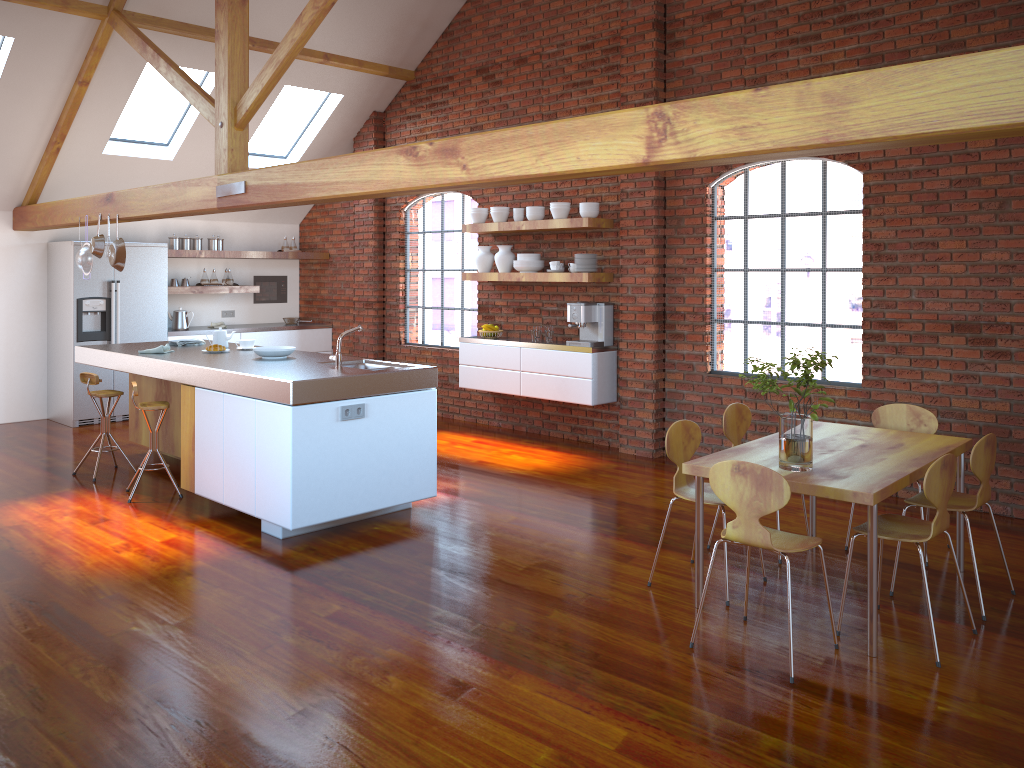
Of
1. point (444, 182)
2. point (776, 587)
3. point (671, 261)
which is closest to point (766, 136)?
point (444, 182)

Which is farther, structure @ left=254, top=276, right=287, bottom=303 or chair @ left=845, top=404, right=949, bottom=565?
structure @ left=254, top=276, right=287, bottom=303

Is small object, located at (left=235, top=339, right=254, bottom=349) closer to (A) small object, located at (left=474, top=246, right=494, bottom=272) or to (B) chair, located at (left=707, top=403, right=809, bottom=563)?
(A) small object, located at (left=474, top=246, right=494, bottom=272)

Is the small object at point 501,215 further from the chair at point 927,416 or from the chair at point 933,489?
the chair at point 933,489

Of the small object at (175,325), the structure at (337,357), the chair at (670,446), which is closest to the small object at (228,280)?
the small object at (175,325)

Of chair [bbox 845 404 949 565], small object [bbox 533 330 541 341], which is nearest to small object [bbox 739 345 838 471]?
chair [bbox 845 404 949 565]

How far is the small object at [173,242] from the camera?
9.2m

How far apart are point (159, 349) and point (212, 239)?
3.56m

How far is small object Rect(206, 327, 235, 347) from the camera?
6.65m

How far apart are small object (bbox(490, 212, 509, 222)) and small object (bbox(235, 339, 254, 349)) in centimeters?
255cm
